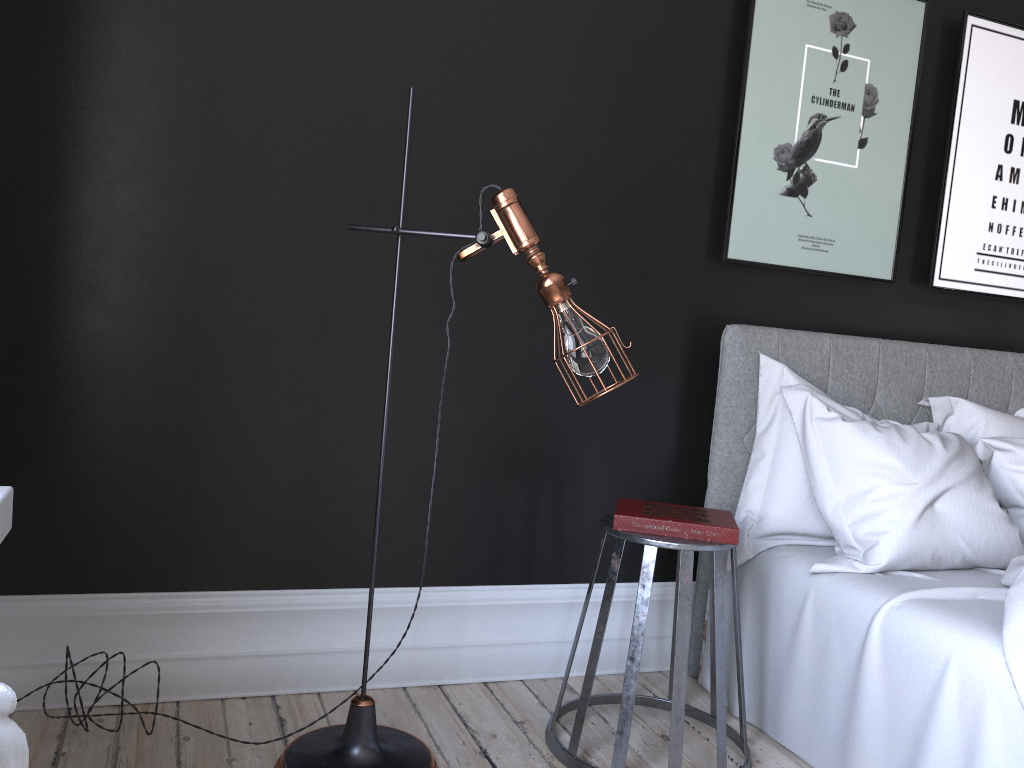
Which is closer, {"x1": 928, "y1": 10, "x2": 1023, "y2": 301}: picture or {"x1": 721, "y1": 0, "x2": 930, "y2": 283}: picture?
{"x1": 721, "y1": 0, "x2": 930, "y2": 283}: picture

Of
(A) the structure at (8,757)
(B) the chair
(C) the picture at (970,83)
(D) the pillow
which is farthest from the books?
(A) the structure at (8,757)

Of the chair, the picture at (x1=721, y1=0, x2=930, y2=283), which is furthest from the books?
the picture at (x1=721, y1=0, x2=930, y2=283)

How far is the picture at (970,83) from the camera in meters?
3.5

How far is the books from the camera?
2.5 meters

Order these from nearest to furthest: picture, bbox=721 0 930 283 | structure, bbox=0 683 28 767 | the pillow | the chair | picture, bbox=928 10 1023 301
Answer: structure, bbox=0 683 28 767
the chair
the pillow
picture, bbox=721 0 930 283
picture, bbox=928 10 1023 301

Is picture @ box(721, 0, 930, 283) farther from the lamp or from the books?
the lamp

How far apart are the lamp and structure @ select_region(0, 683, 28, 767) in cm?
146

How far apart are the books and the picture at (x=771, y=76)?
1.0 meters

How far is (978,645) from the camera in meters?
2.1 m
